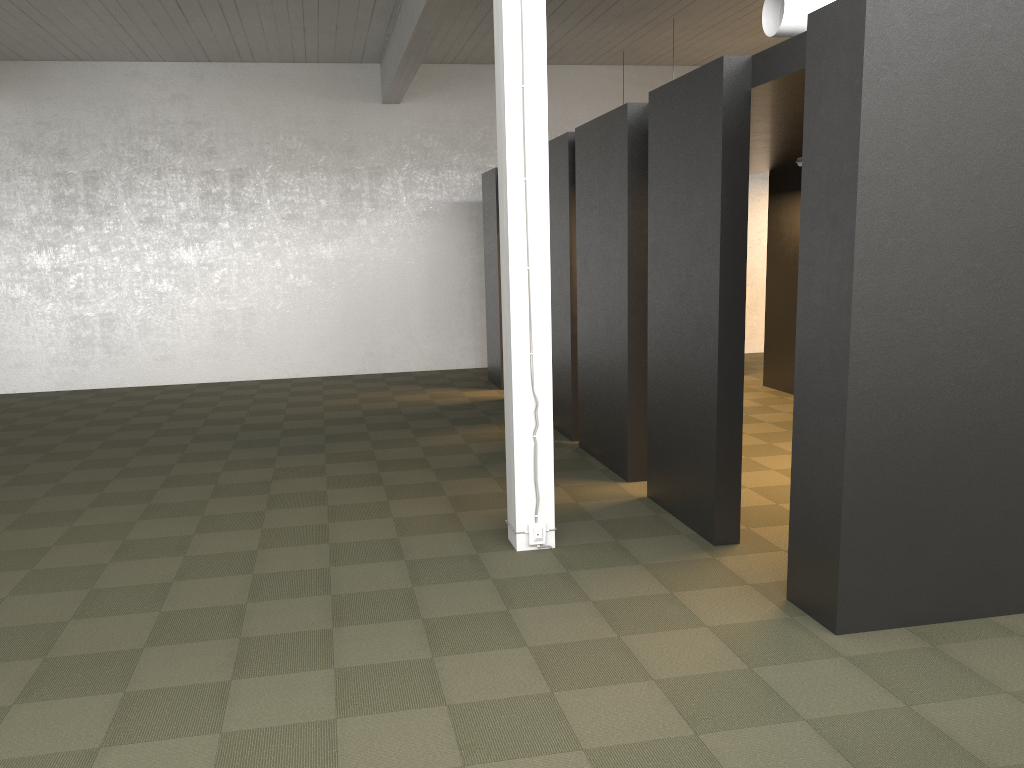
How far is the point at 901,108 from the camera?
3.8m

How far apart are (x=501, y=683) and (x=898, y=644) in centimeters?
185cm
